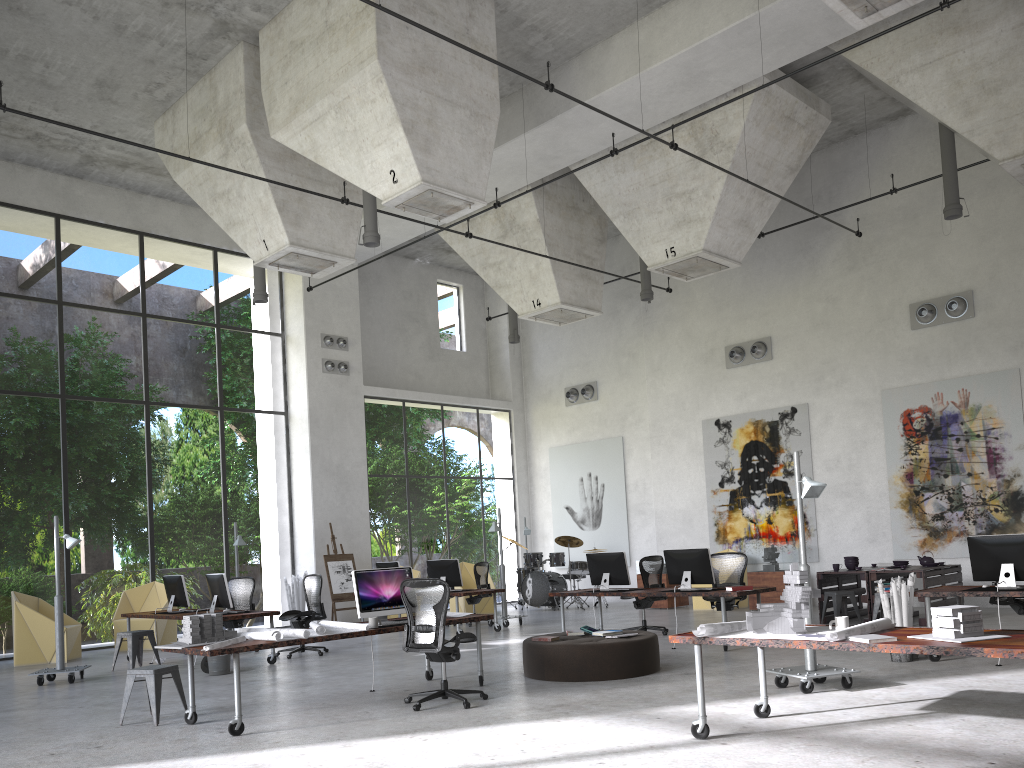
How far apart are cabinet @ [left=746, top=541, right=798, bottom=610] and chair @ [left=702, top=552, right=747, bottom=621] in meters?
3.8 m

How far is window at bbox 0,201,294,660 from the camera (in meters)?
22.77

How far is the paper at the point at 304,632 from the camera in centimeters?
738cm

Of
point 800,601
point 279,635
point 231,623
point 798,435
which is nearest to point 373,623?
point 279,635

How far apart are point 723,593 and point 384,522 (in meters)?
25.87

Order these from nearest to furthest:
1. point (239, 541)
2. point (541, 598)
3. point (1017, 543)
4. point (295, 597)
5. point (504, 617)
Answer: point (1017, 543), point (504, 617), point (239, 541), point (295, 597), point (541, 598)

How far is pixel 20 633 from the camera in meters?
13.2

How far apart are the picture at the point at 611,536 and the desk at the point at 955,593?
11.09m

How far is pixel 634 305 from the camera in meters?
20.6

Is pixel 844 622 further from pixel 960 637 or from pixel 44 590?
pixel 44 590
